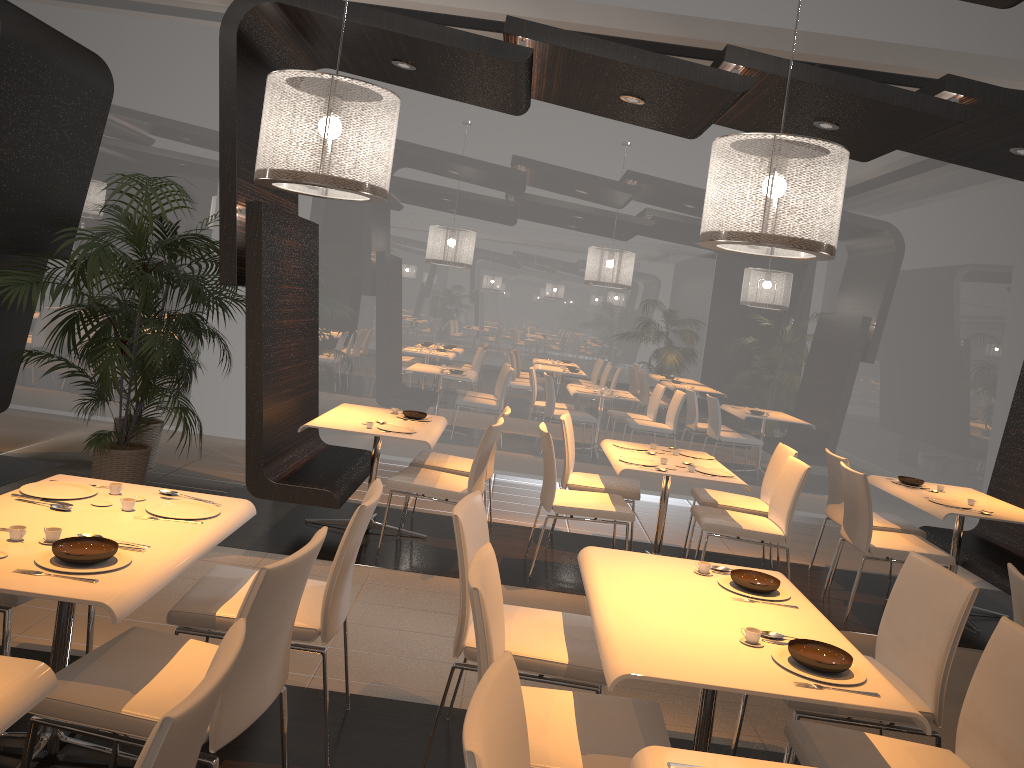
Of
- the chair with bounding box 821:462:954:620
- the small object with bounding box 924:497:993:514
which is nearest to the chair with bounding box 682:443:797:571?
the chair with bounding box 821:462:954:620

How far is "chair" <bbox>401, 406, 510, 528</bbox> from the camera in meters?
5.9

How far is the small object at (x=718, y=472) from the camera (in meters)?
5.50

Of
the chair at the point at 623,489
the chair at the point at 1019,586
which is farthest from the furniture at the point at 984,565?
the chair at the point at 1019,586

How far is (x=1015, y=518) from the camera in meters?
5.3

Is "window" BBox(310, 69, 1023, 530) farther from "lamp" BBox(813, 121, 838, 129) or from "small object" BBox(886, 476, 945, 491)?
"lamp" BBox(813, 121, 838, 129)

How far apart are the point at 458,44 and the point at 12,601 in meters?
3.5 m

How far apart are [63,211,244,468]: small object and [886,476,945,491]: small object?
4.9m

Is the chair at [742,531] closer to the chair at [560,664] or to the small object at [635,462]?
the small object at [635,462]

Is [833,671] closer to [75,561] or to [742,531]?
[75,561]
